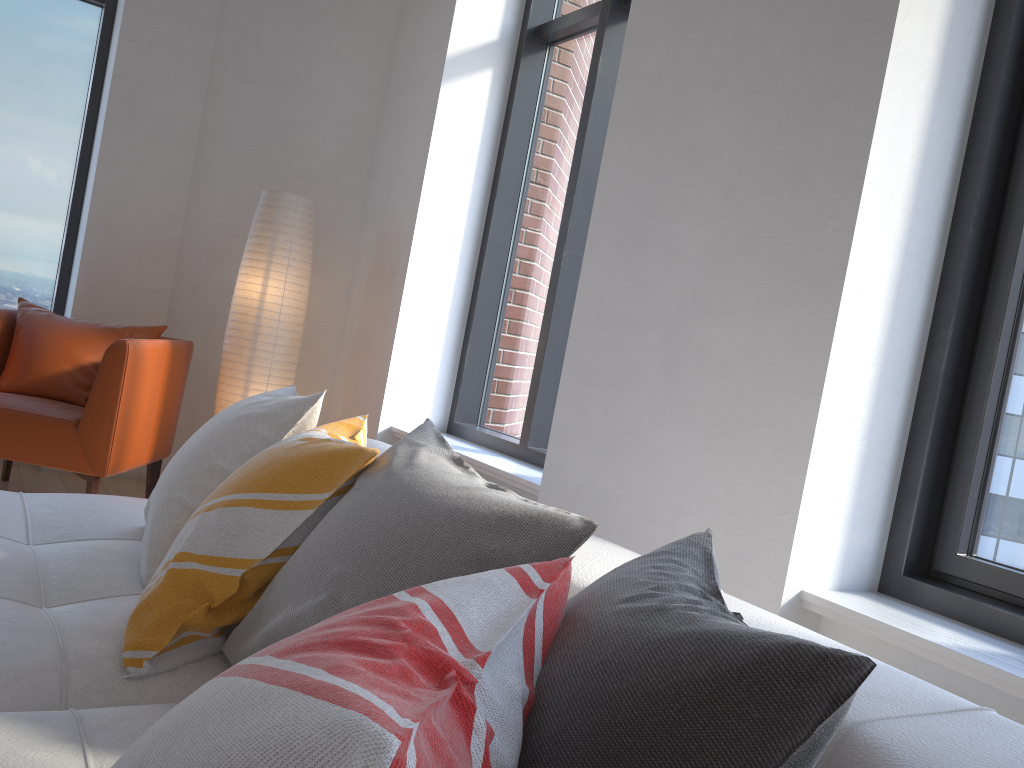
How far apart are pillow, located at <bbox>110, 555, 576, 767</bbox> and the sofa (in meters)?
0.27

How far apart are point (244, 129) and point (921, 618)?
4.0m

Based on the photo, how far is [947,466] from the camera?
2.2m

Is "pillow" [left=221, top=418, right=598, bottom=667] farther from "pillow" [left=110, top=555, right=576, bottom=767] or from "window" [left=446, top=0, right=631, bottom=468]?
"window" [left=446, top=0, right=631, bottom=468]

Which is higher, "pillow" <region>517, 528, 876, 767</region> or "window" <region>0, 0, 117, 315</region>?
"window" <region>0, 0, 117, 315</region>

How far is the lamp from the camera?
4.0m

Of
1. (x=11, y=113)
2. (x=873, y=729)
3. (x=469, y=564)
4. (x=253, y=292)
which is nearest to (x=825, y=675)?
(x=873, y=729)

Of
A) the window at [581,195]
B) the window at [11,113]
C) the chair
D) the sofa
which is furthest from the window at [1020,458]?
the window at [11,113]

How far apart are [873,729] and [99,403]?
3.21m

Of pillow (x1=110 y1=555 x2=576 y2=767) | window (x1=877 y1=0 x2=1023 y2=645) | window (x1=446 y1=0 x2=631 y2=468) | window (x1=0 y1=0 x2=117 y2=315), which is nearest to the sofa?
pillow (x1=110 y1=555 x2=576 y2=767)
